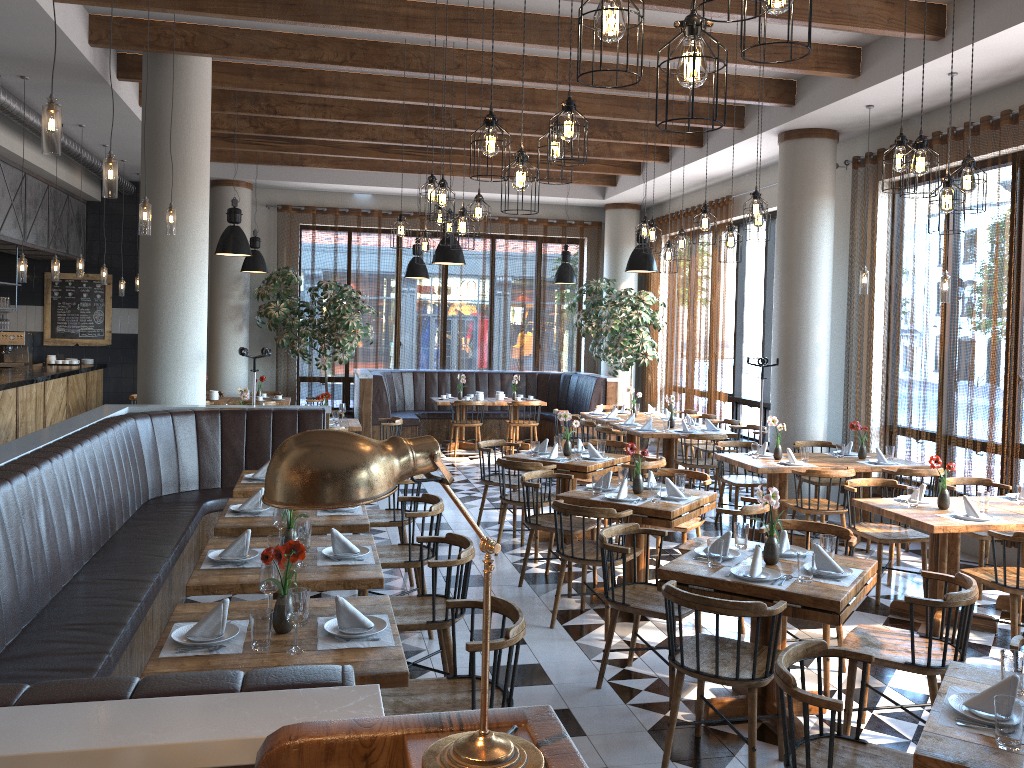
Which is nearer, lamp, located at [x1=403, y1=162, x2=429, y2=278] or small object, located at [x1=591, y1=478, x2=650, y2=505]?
small object, located at [x1=591, y1=478, x2=650, y2=505]

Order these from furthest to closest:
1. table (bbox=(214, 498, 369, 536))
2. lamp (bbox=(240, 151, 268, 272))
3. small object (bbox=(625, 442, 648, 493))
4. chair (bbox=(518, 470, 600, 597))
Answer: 1. lamp (bbox=(240, 151, 268, 272))
2. chair (bbox=(518, 470, 600, 597))
3. small object (bbox=(625, 442, 648, 493))
4. table (bbox=(214, 498, 369, 536))

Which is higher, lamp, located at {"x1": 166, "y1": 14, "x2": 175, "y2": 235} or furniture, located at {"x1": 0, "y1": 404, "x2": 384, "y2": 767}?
lamp, located at {"x1": 166, "y1": 14, "x2": 175, "y2": 235}

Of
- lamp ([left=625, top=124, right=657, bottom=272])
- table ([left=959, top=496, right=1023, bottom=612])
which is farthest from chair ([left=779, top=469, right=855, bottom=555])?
lamp ([left=625, top=124, right=657, bottom=272])

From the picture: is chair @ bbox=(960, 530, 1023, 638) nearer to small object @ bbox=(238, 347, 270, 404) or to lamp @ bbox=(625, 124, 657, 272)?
lamp @ bbox=(625, 124, 657, 272)

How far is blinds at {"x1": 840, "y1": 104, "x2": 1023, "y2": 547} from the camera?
7.38m

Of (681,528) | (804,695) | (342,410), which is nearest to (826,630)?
(681,528)

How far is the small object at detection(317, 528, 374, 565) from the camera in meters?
4.3

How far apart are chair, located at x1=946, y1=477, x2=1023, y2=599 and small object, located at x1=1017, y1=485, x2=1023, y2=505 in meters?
0.4 m

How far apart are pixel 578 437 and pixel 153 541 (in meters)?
6.89
